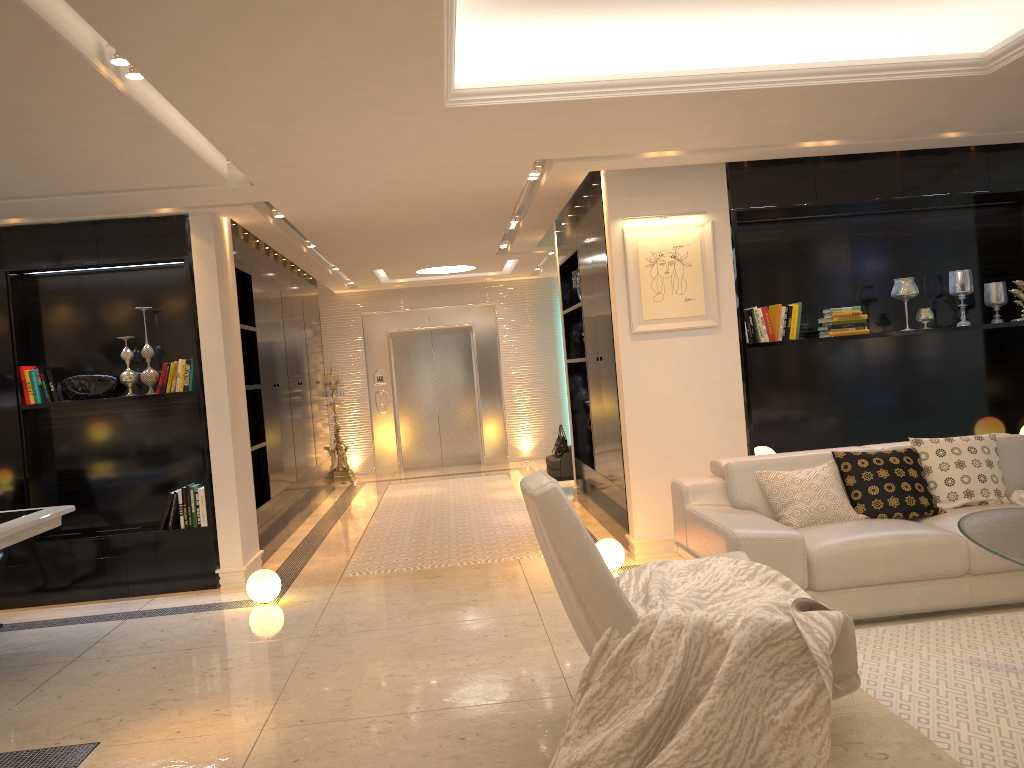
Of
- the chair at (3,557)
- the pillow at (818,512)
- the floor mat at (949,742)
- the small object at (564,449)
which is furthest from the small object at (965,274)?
the chair at (3,557)

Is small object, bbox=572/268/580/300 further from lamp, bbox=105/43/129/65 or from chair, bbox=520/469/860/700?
lamp, bbox=105/43/129/65

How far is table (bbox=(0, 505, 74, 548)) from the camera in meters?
4.7 m

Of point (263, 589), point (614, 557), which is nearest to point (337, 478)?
point (263, 589)

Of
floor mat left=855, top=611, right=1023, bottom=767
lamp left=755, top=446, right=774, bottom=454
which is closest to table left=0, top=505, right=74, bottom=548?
floor mat left=855, top=611, right=1023, bottom=767

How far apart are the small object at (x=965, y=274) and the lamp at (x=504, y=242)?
4.4 meters

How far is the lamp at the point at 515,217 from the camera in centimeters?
790cm

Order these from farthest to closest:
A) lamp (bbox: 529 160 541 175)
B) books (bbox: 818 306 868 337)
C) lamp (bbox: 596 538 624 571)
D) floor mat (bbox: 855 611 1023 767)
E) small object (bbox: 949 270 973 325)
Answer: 1. small object (bbox: 949 270 973 325)
2. books (bbox: 818 306 868 337)
3. lamp (bbox: 529 160 541 175)
4. lamp (bbox: 596 538 624 571)
5. floor mat (bbox: 855 611 1023 767)

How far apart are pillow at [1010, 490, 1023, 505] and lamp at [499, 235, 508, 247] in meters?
5.7

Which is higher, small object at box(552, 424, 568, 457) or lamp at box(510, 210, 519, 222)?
lamp at box(510, 210, 519, 222)
